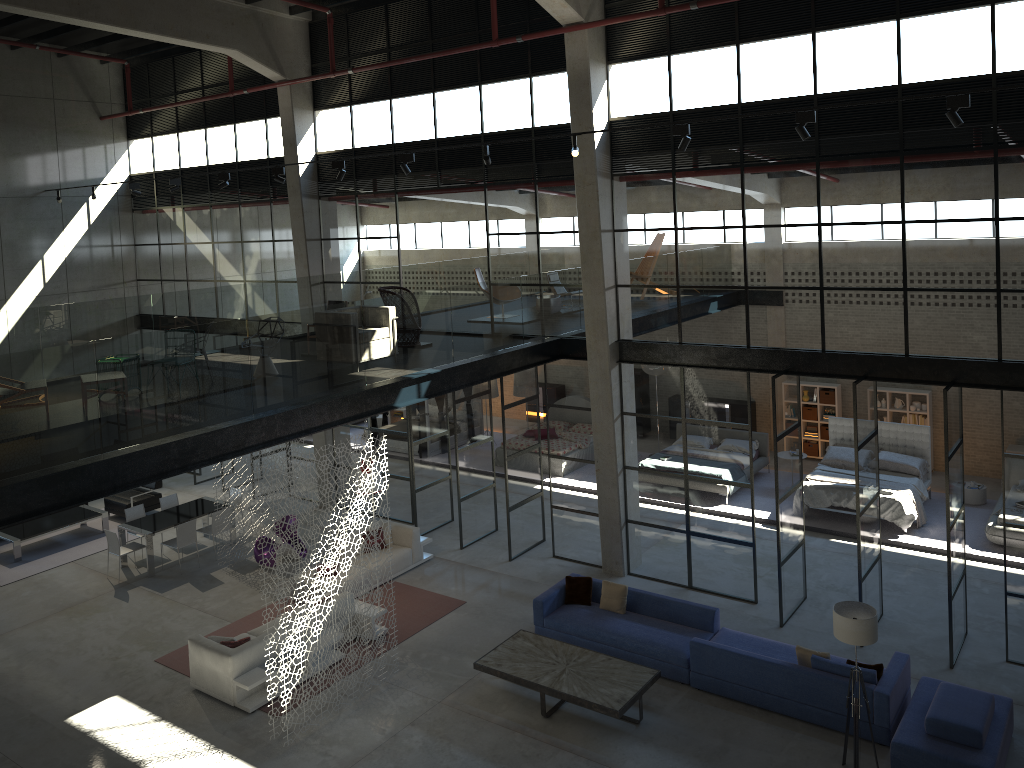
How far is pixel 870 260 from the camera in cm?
1165

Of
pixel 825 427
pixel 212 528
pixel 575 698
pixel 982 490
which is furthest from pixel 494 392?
pixel 575 698

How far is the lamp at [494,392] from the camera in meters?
22.4 m

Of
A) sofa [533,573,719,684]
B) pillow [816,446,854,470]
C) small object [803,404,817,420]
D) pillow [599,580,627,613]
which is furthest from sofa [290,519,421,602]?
small object [803,404,817,420]

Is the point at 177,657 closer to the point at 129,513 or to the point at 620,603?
the point at 129,513

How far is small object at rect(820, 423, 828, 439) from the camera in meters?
20.0

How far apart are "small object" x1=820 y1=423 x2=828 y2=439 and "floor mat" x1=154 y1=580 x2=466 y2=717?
10.2m

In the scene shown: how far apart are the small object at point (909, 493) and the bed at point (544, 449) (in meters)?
5.90

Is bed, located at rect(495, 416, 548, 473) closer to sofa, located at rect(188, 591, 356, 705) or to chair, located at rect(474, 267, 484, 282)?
chair, located at rect(474, 267, 484, 282)

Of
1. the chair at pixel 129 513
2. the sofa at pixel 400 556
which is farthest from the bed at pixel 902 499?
the chair at pixel 129 513
